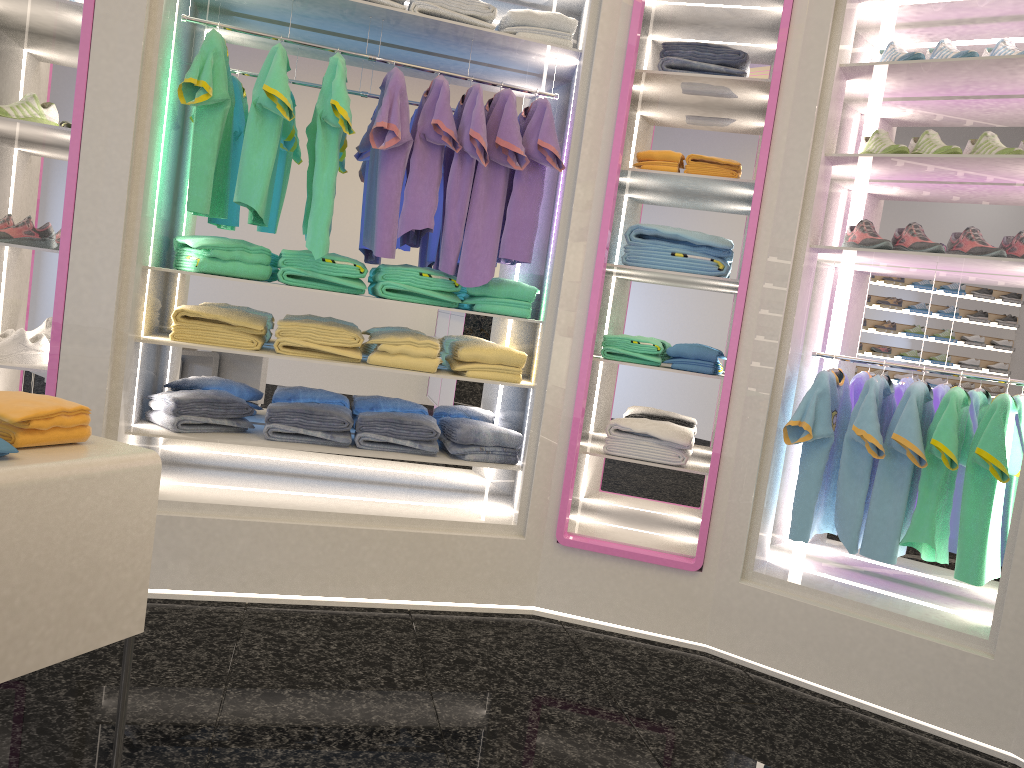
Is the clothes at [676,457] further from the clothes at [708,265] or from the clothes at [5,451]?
the clothes at [5,451]

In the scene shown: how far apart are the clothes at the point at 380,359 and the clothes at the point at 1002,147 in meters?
2.1 m

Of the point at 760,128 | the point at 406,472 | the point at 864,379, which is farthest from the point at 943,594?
the point at 406,472

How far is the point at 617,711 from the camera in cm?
275

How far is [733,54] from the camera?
3.4 meters

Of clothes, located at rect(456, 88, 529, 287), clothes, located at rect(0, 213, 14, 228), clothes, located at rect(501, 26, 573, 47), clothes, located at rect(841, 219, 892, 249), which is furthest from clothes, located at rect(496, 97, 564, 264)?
clothes, located at rect(0, 213, 14, 228)

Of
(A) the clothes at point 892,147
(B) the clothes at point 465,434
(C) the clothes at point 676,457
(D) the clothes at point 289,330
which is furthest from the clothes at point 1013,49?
(D) the clothes at point 289,330

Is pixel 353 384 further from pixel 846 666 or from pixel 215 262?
pixel 846 666

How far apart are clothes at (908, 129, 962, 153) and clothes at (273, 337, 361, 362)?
2.20m

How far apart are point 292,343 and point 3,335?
1.0 meters
